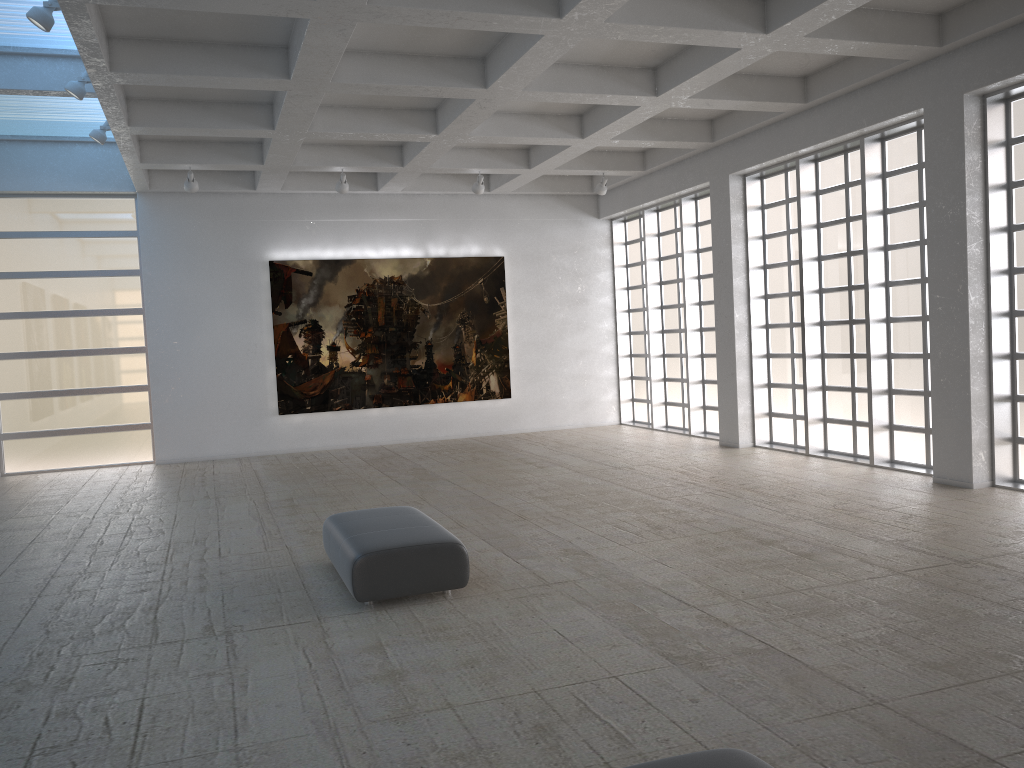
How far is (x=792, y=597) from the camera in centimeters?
1116cm

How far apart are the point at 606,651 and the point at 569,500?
9.0 meters

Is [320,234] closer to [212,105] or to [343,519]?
[212,105]
